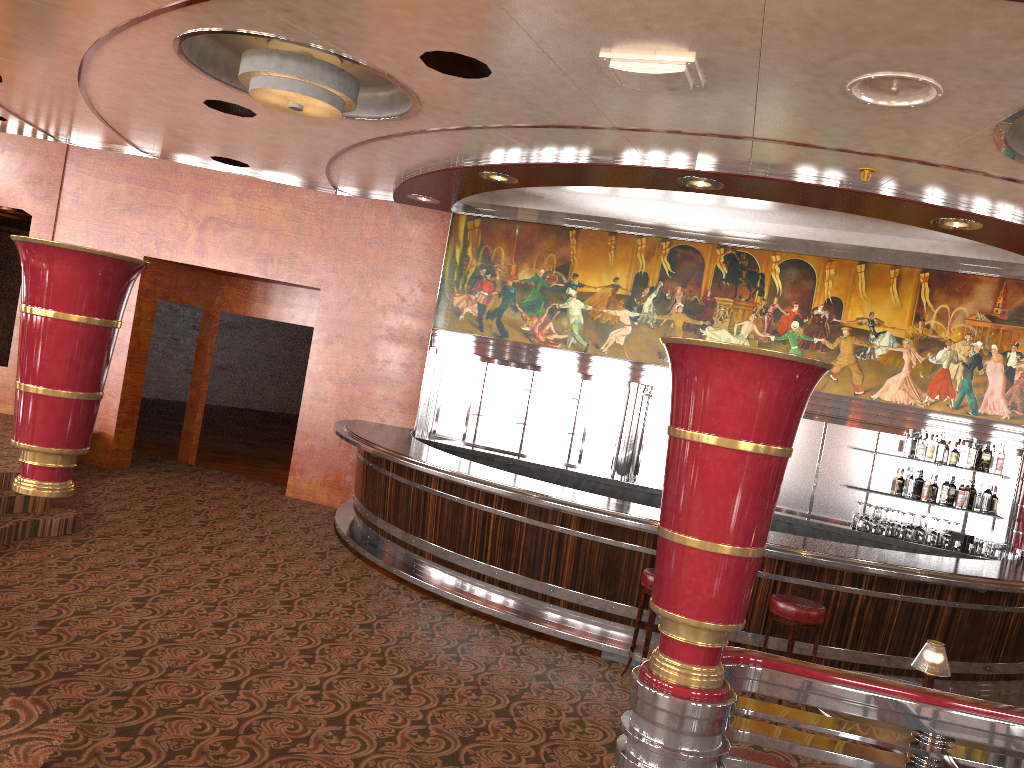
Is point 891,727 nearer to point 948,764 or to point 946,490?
point 948,764

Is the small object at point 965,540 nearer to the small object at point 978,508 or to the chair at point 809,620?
the small object at point 978,508

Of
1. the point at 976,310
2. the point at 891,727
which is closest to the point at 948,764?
the point at 891,727

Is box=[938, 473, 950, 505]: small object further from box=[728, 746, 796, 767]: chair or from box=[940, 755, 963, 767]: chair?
box=[940, 755, 963, 767]: chair

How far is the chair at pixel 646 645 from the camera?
5.7 meters

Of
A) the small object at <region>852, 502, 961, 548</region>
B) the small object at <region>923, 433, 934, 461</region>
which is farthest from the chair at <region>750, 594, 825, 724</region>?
the small object at <region>923, 433, 934, 461</region>

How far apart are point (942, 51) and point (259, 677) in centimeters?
458cm

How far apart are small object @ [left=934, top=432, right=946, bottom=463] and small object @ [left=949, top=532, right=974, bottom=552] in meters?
0.7 m

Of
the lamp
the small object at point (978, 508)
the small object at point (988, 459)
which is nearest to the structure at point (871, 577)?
the small object at point (978, 508)

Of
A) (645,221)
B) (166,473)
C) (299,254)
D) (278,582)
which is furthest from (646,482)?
(166,473)
